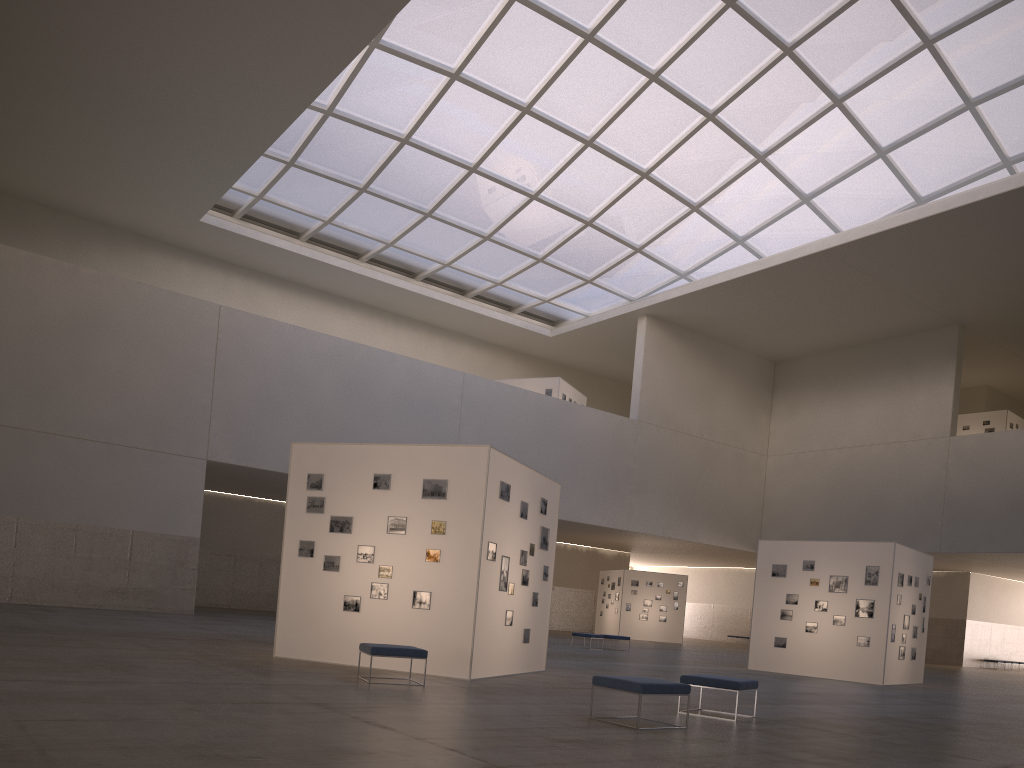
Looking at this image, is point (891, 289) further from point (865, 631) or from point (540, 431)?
point (865, 631)

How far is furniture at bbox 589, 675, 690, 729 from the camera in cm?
1106

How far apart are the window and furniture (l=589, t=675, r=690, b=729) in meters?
32.4

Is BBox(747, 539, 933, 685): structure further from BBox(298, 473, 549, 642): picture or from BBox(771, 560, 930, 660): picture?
BBox(298, 473, 549, 642): picture

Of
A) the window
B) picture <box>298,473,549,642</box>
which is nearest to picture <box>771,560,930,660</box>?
picture <box>298,473,549,642</box>

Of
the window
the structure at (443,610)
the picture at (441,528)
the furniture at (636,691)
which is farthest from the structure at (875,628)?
the window

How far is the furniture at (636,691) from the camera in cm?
1106

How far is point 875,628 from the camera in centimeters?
2677cm

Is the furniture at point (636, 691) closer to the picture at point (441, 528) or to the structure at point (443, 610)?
the structure at point (443, 610)

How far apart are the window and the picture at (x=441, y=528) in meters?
25.5 m
